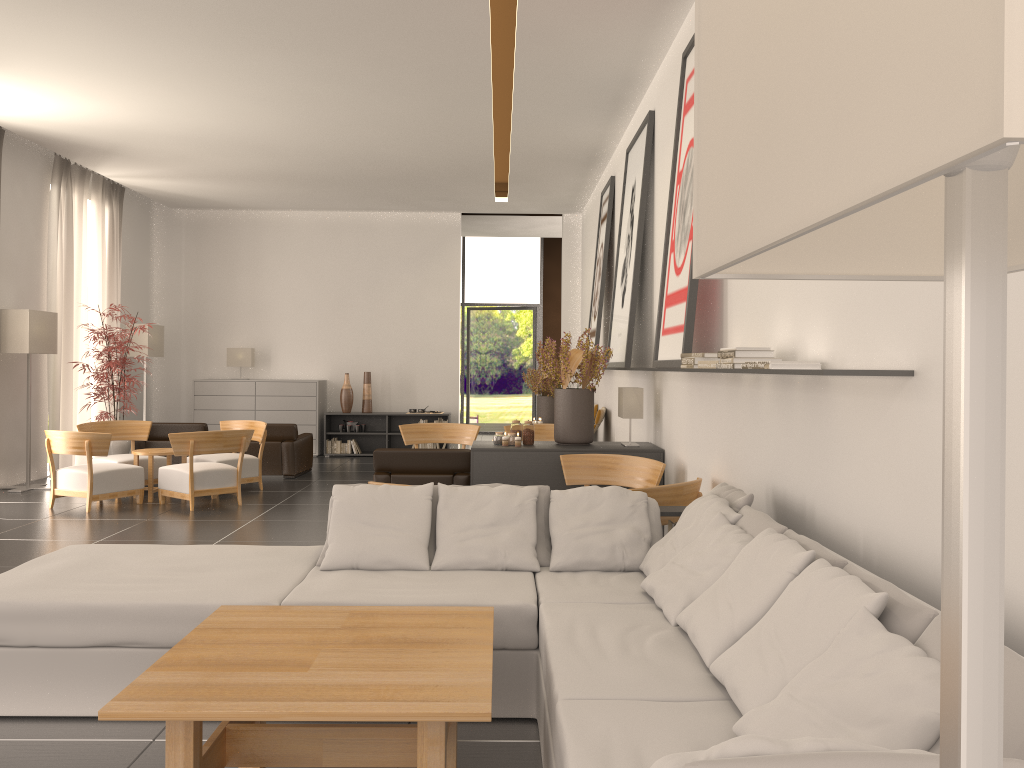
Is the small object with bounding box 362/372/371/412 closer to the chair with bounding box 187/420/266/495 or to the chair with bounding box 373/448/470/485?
the chair with bounding box 187/420/266/495

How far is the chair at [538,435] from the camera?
15.98m

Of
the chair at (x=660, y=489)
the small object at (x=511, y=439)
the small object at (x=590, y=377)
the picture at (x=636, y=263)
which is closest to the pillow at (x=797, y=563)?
the chair at (x=660, y=489)

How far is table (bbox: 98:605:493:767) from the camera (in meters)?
3.69

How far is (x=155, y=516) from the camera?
13.1 meters

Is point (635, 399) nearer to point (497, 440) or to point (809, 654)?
point (497, 440)

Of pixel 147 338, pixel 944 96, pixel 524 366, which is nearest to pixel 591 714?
pixel 944 96

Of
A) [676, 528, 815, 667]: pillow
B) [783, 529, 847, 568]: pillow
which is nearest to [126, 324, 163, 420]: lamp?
[676, 528, 815, 667]: pillow

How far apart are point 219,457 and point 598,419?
6.78m

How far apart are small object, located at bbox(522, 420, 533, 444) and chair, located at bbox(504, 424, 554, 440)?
4.5m
